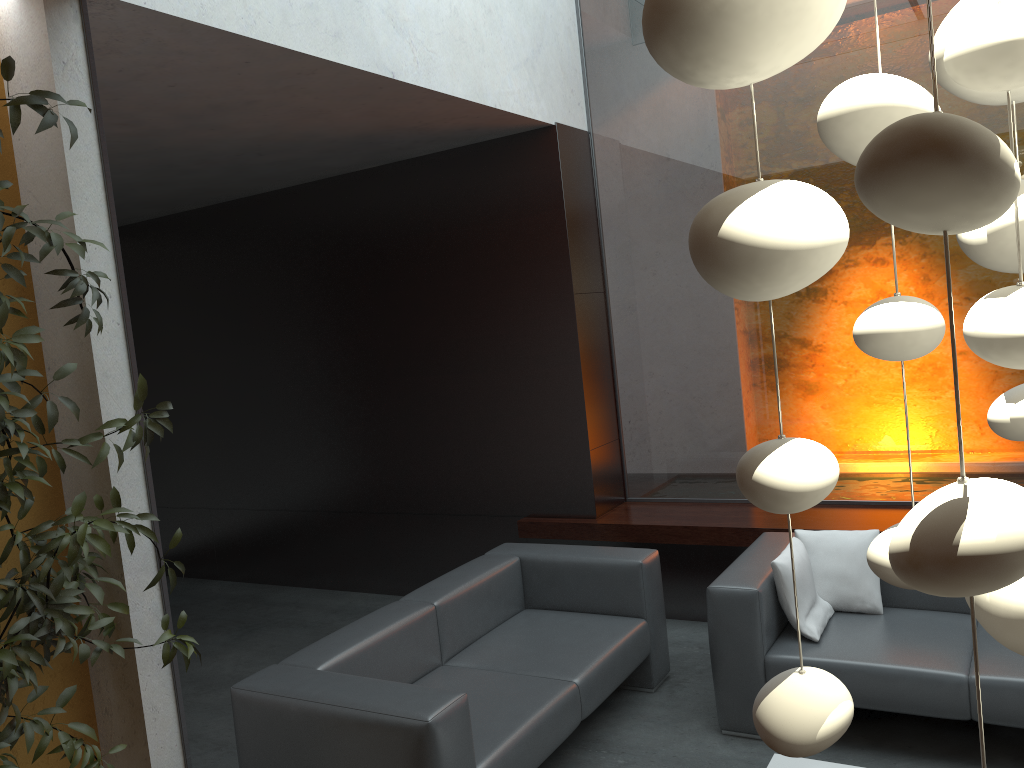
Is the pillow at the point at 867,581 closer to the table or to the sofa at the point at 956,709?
the sofa at the point at 956,709

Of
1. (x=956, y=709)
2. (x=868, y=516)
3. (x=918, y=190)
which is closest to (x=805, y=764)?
(x=956, y=709)

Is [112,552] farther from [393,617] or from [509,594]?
[509,594]

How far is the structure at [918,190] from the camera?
0.4m

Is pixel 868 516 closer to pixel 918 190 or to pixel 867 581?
pixel 867 581

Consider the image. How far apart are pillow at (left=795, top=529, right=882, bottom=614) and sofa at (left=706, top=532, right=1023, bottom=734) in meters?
0.0 m

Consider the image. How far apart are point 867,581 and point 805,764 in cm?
103

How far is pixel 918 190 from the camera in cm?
45

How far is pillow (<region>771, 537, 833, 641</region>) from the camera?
3.7 meters

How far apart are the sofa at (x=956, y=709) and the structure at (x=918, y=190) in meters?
2.8 m
